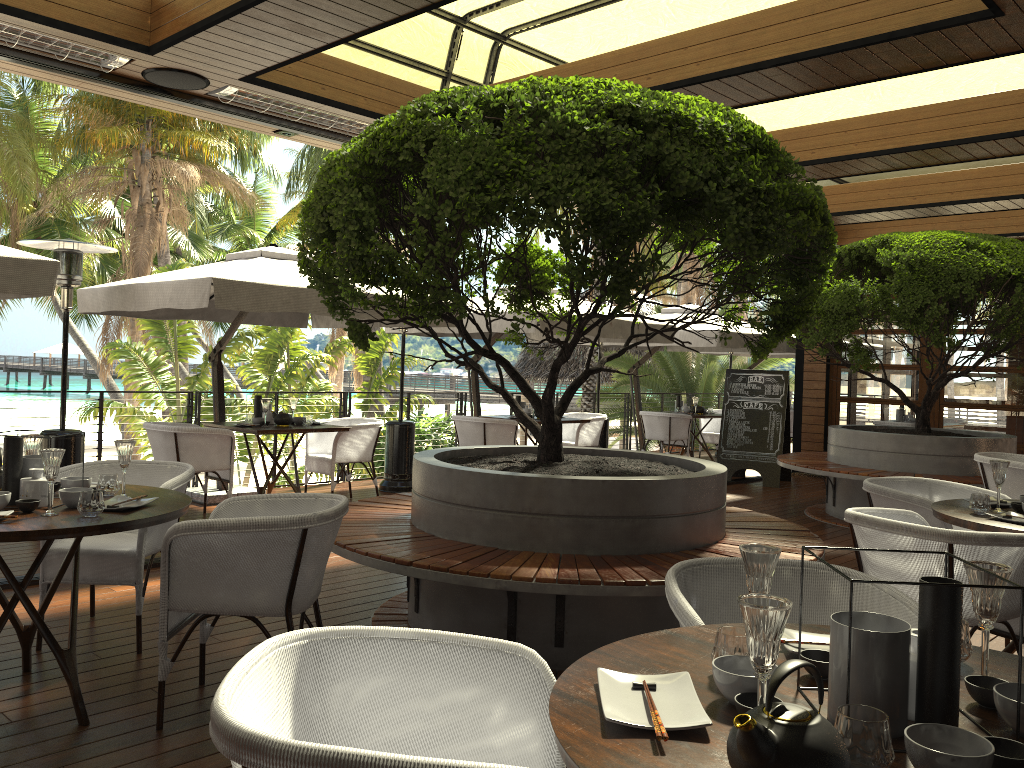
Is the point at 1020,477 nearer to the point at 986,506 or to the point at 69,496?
the point at 986,506

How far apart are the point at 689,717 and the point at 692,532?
2.6m

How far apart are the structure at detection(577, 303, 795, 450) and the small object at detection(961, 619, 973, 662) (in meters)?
9.39

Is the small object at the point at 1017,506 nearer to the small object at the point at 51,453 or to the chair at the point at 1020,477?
the chair at the point at 1020,477

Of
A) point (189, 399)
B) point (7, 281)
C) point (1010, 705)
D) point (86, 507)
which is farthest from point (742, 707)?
point (189, 399)

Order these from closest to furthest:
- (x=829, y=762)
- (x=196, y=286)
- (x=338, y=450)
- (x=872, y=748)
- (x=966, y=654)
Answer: (x=829, y=762)
(x=872, y=748)
(x=966, y=654)
(x=196, y=286)
(x=338, y=450)

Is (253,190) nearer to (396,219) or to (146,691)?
(396,219)

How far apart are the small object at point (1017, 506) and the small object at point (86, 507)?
3.8m

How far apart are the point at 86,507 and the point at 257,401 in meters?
4.8

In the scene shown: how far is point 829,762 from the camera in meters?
1.2 m
